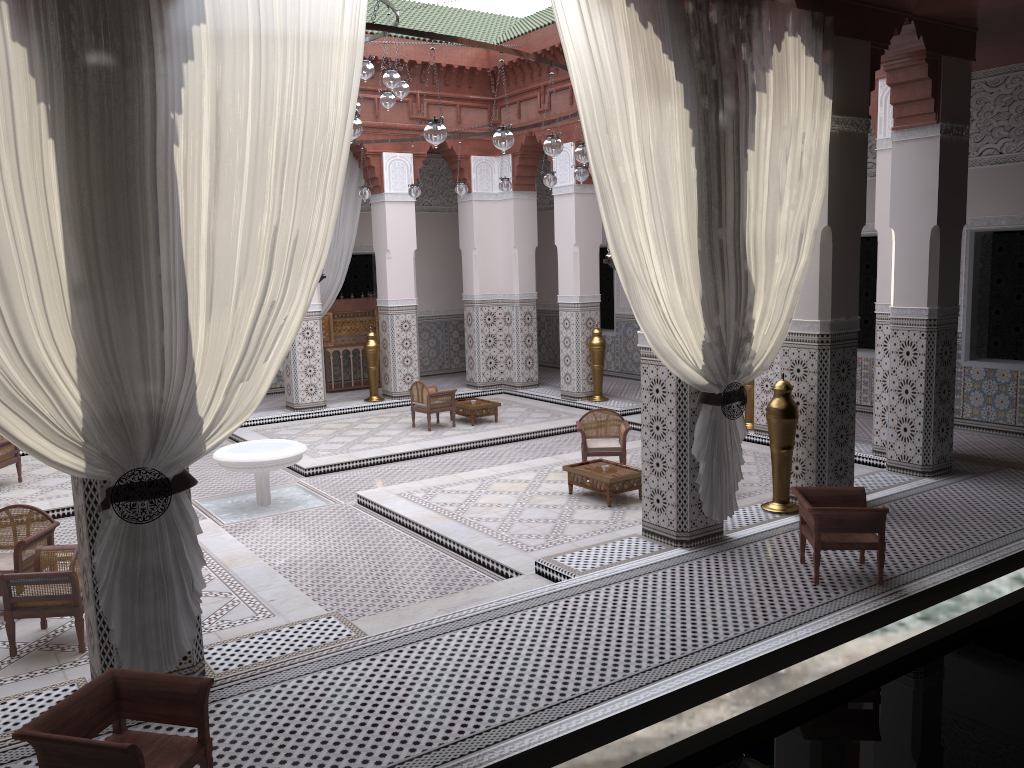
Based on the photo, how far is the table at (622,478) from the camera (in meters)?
3.79

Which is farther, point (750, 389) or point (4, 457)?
point (750, 389)

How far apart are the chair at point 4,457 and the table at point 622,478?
2.8m

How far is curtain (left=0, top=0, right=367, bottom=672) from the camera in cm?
181

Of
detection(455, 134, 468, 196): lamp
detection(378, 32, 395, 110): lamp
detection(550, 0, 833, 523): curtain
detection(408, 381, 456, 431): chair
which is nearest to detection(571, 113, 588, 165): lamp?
detection(550, 0, 833, 523): curtain

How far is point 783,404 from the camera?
3.40m

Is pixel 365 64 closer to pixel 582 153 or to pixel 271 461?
pixel 582 153

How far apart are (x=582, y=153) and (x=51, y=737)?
2.8 meters

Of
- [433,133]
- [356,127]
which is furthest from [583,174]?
[356,127]

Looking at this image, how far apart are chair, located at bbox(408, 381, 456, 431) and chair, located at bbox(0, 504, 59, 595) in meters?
2.8
